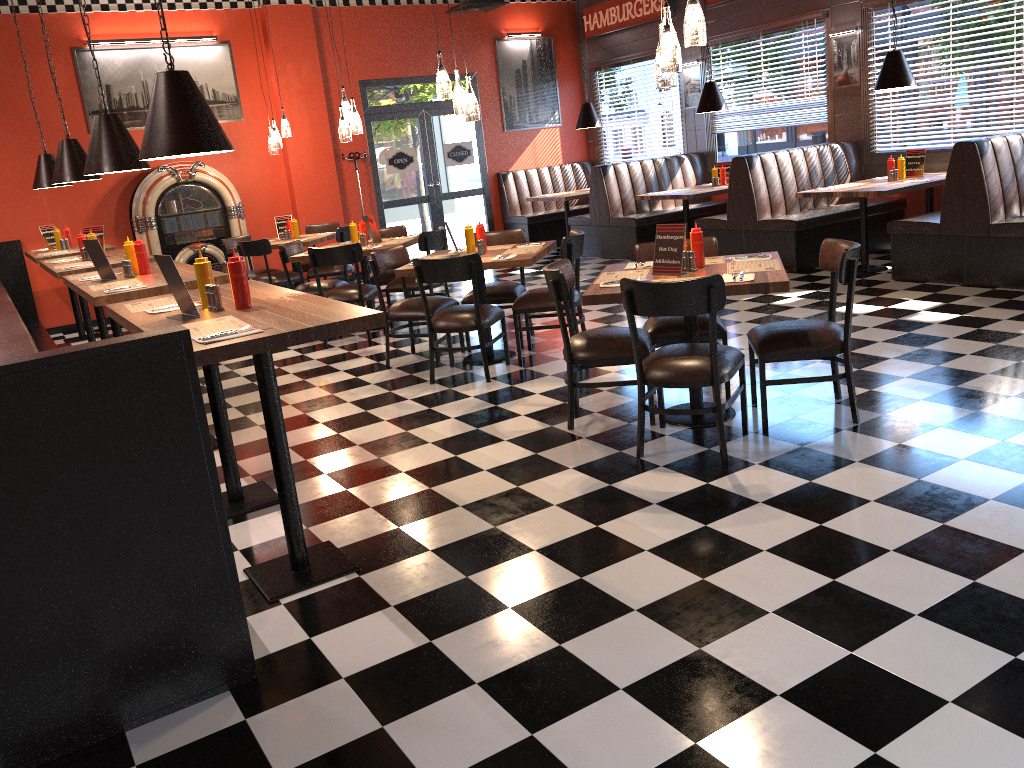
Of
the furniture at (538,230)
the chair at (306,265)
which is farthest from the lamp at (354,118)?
the furniture at (538,230)

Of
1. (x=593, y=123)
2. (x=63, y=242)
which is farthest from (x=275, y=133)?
(x=593, y=123)

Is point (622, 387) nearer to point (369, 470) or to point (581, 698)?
point (369, 470)

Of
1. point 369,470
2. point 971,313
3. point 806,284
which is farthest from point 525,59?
point 369,470

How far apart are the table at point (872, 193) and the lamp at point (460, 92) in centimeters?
373cm

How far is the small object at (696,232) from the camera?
4.60m

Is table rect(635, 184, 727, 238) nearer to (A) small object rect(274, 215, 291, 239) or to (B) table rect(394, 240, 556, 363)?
(B) table rect(394, 240, 556, 363)

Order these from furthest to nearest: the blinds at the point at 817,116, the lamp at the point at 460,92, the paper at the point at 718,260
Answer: the blinds at the point at 817,116 → the lamp at the point at 460,92 → the paper at the point at 718,260

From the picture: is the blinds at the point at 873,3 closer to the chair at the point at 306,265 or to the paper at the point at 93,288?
the chair at the point at 306,265

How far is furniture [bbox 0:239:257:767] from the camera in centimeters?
236cm
